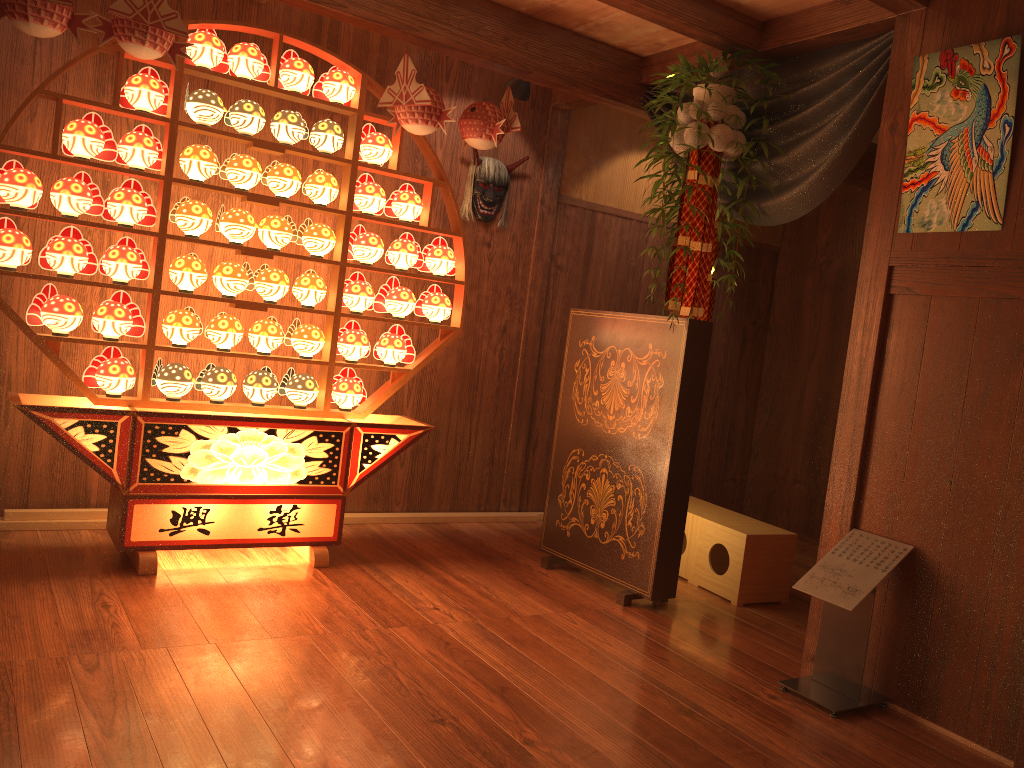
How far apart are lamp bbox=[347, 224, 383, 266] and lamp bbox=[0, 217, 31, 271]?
1.3m

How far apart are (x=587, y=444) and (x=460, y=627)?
1.17m

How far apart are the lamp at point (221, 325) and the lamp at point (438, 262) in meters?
0.9

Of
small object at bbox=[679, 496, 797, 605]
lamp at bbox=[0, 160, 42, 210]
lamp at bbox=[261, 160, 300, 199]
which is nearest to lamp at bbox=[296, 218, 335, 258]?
lamp at bbox=[261, 160, 300, 199]

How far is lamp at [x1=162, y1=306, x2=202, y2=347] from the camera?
3.6m

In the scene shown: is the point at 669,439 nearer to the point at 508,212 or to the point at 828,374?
the point at 508,212

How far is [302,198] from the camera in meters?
4.4 m

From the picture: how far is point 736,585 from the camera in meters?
4.0 m

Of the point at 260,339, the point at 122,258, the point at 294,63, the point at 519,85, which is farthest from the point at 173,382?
the point at 519,85

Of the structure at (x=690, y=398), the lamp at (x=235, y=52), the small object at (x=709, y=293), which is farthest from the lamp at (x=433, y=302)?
the small object at (x=709, y=293)
